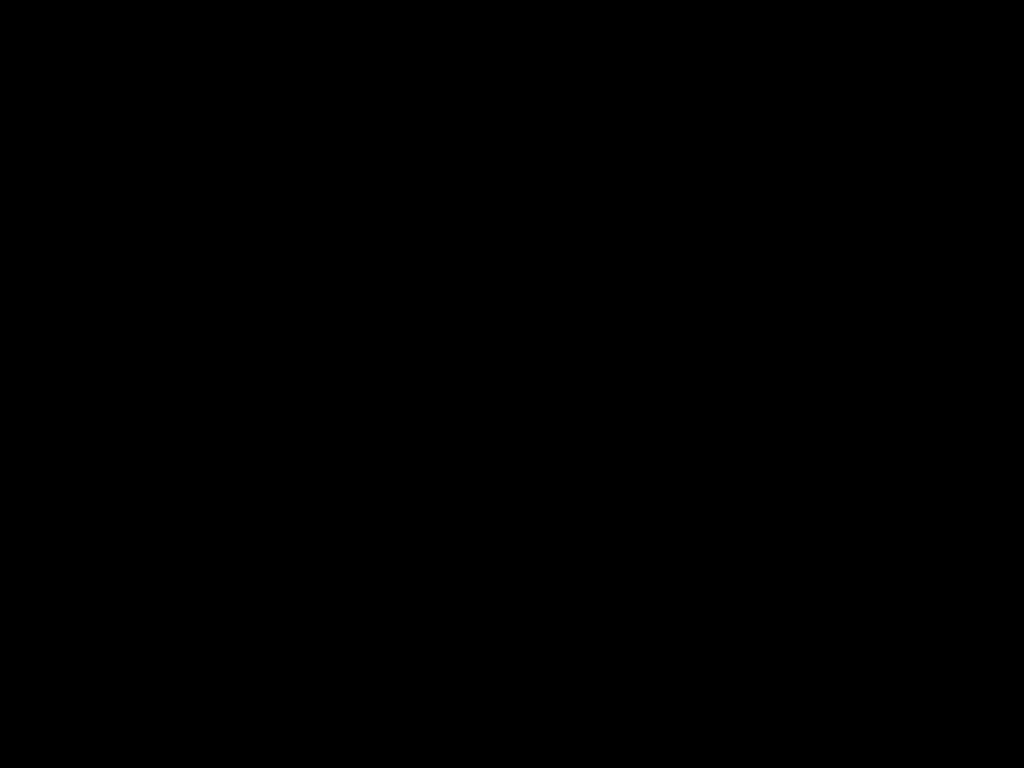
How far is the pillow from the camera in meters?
1.3

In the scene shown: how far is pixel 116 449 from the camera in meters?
1.1

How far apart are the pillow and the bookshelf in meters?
0.0

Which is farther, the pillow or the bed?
the pillow

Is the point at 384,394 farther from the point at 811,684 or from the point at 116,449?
the point at 811,684

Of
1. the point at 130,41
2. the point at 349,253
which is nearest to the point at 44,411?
the point at 349,253

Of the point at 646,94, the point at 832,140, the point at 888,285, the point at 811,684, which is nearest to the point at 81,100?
the point at 646,94

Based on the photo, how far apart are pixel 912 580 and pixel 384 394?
0.80m

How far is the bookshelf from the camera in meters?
1.0 m

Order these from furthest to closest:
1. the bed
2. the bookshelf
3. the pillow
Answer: the pillow, the bookshelf, the bed
